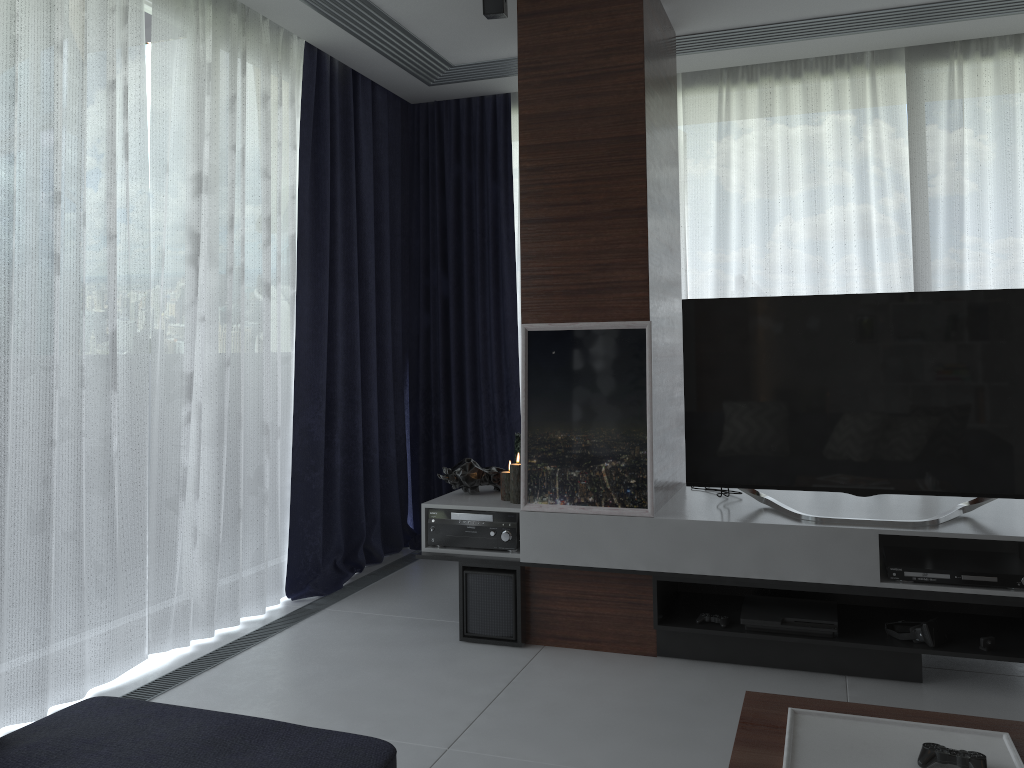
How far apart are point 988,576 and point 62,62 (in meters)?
3.33

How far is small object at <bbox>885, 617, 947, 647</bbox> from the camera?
2.91m

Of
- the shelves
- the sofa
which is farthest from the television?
the sofa

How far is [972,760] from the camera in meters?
1.6 m

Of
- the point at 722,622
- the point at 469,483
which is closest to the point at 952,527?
the point at 722,622

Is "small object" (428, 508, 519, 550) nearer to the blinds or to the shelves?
the shelves

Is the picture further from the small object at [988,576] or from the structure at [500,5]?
the structure at [500,5]

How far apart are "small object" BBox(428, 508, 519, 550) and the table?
1.5m

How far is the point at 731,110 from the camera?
4.6m

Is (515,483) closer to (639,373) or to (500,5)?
(639,373)
